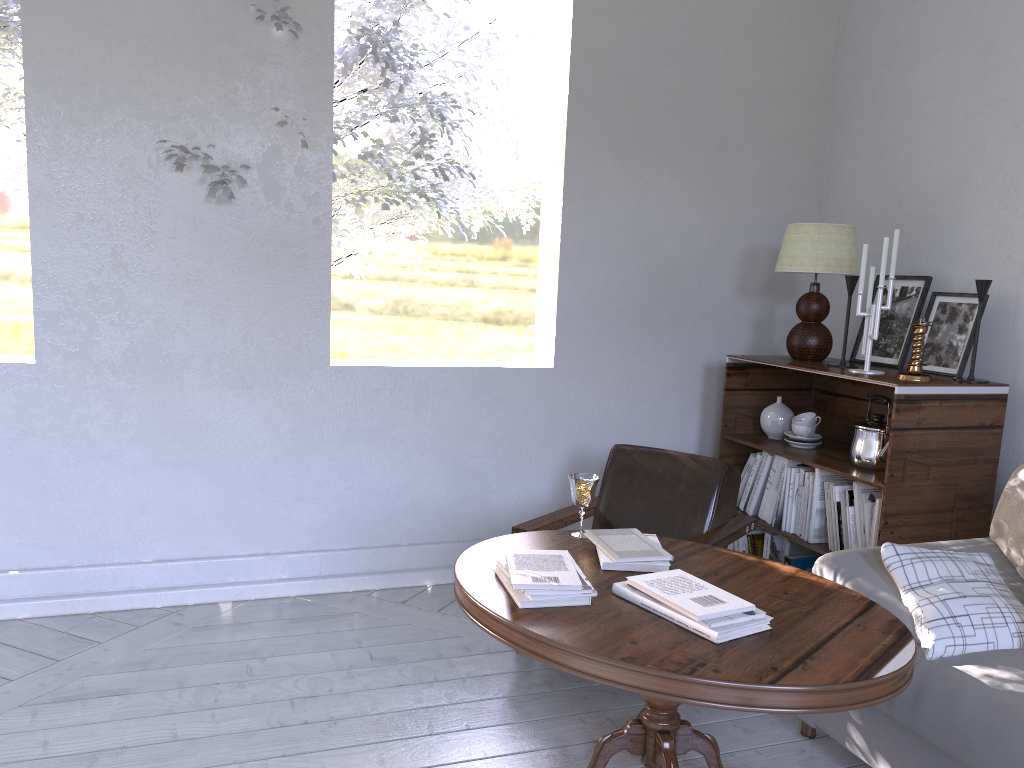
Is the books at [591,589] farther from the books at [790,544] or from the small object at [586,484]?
the books at [790,544]

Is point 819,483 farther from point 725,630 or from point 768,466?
point 725,630

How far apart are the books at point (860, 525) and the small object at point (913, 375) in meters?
0.3 m

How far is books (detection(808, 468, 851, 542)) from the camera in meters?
2.7

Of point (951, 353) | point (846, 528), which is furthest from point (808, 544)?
point (951, 353)

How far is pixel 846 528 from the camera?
2.58m

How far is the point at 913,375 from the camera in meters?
2.5 m

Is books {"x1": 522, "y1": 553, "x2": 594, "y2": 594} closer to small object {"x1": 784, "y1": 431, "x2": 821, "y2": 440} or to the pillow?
the pillow

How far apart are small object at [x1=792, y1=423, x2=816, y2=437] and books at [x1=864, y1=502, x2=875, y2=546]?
0.4m

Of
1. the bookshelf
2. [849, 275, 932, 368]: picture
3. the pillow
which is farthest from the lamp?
the pillow
